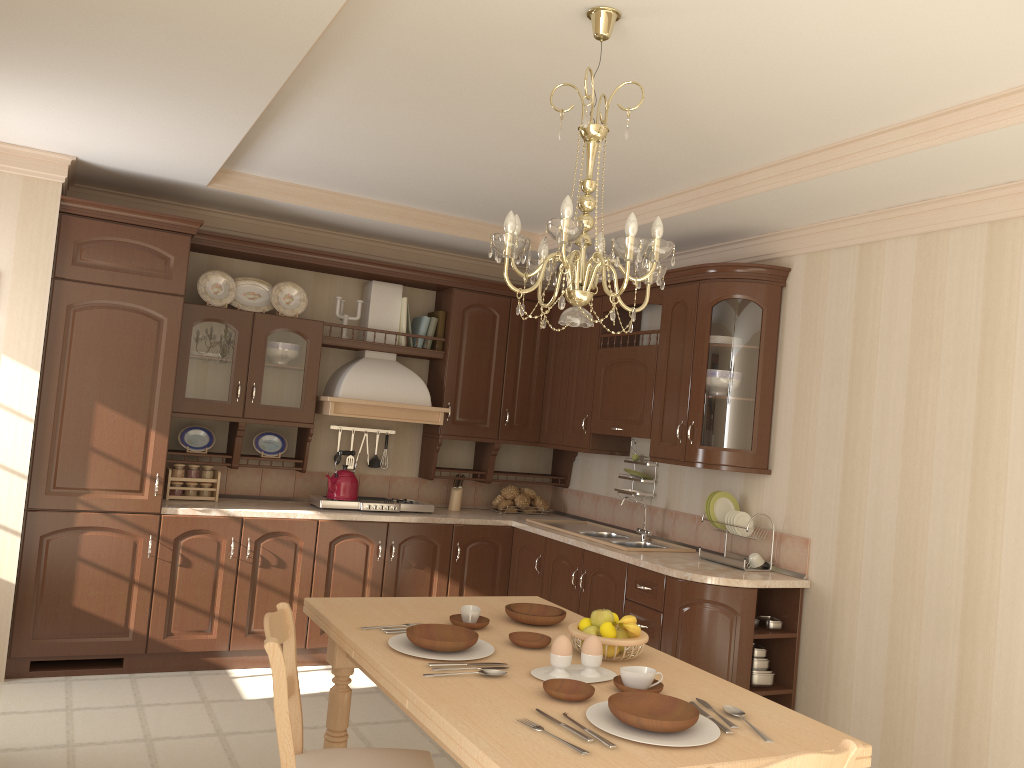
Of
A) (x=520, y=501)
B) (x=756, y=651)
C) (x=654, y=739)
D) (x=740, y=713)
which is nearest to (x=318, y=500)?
(x=520, y=501)

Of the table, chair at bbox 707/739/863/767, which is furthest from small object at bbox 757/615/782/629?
chair at bbox 707/739/863/767

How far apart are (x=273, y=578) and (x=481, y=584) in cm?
124

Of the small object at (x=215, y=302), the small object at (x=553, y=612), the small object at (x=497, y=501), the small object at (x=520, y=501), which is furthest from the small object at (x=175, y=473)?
the small object at (x=553, y=612)

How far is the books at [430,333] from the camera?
5.5m

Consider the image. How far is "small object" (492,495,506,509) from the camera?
5.8 meters

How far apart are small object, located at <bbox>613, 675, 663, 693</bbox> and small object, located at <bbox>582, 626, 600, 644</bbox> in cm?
26

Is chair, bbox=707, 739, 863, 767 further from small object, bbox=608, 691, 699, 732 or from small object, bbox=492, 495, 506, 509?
small object, bbox=492, 495, 506, 509

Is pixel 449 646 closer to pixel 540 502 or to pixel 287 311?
pixel 287 311

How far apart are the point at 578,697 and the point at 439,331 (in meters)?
3.71
